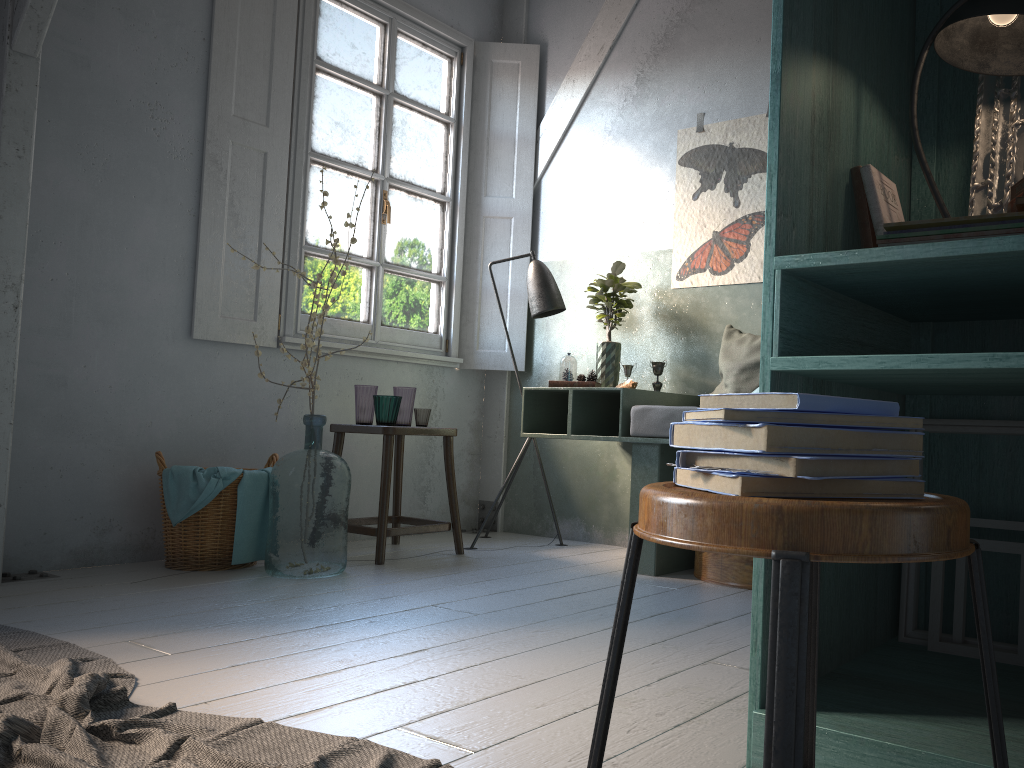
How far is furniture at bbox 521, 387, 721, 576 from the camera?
4.25m

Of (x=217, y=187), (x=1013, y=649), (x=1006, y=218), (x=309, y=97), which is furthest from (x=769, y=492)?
(x=309, y=97)

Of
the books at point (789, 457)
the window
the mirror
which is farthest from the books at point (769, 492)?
the window

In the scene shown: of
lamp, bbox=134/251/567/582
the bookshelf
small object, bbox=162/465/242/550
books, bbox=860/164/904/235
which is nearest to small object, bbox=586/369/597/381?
lamp, bbox=134/251/567/582

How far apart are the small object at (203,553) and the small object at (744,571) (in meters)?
2.16

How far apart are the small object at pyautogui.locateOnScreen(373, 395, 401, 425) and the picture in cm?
175

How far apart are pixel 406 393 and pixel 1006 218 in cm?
360

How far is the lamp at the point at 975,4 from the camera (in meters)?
1.89

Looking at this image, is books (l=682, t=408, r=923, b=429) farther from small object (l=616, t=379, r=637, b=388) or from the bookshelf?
small object (l=616, t=379, r=637, b=388)

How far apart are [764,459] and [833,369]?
Answer: 0.8m
